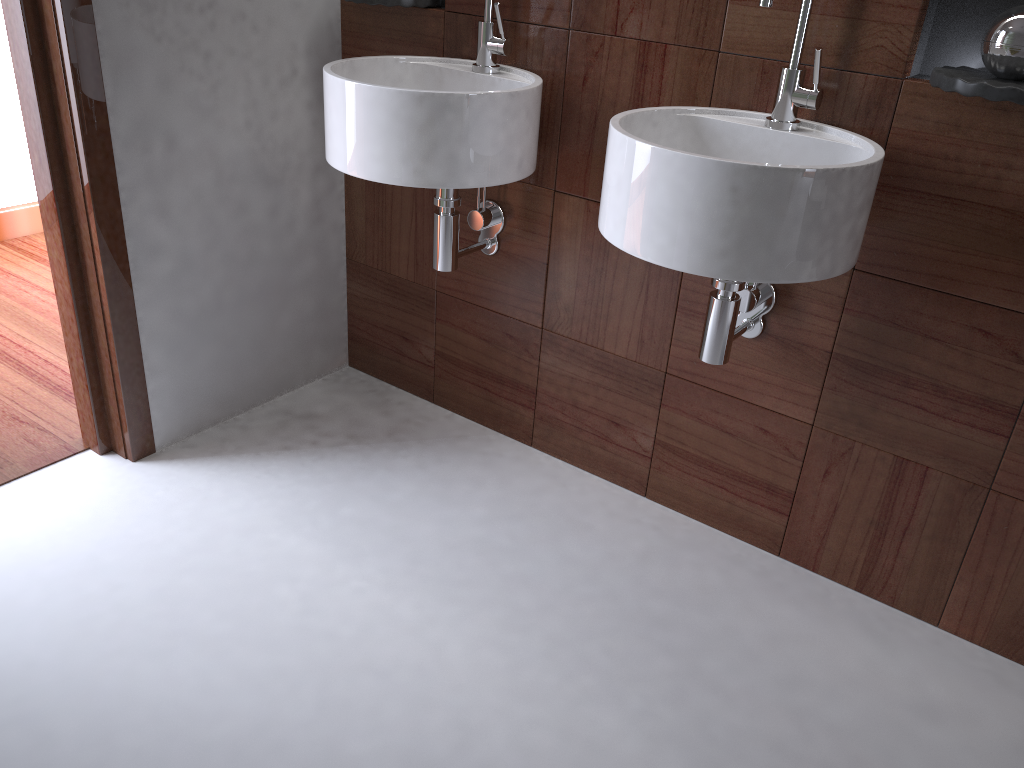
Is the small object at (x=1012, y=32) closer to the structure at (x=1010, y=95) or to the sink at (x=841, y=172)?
the structure at (x=1010, y=95)

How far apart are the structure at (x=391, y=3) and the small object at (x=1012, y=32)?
1.10m

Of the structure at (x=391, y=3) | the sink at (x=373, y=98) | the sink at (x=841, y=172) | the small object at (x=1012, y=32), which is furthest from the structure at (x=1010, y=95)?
the structure at (x=391, y=3)

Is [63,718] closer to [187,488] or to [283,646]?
[283,646]

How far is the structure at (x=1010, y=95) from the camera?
1.23m

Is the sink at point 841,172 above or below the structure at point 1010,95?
below

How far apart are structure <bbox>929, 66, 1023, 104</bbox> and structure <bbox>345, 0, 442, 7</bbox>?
1.0 meters

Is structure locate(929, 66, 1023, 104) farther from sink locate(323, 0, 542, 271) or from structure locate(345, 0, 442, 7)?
structure locate(345, 0, 442, 7)

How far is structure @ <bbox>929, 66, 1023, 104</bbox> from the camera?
1.23m

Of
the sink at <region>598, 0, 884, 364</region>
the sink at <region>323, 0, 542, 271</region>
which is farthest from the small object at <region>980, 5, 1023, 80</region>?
→ the sink at <region>323, 0, 542, 271</region>
